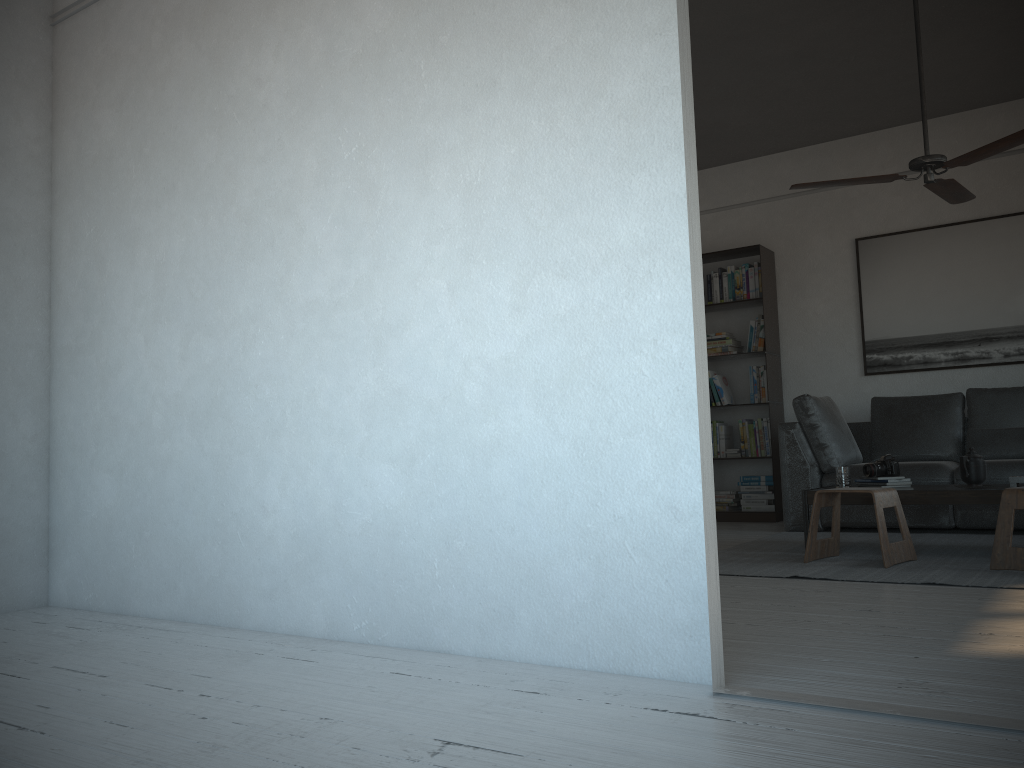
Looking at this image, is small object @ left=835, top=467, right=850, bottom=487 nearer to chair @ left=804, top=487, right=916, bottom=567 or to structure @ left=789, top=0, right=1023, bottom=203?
chair @ left=804, top=487, right=916, bottom=567

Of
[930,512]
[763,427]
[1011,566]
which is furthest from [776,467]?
[1011,566]

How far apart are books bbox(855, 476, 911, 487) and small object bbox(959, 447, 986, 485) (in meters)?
0.29

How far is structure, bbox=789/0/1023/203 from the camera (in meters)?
4.02

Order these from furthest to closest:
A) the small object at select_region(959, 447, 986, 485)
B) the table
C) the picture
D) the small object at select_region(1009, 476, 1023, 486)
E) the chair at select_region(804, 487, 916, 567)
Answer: the picture, the small object at select_region(959, 447, 986, 485), the small object at select_region(1009, 476, 1023, 486), the table, the chair at select_region(804, 487, 916, 567)

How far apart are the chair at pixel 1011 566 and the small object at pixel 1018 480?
0.6m

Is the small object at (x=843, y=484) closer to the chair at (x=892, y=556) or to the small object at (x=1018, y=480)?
the chair at (x=892, y=556)

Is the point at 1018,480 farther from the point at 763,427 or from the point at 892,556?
the point at 763,427

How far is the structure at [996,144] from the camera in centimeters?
402cm

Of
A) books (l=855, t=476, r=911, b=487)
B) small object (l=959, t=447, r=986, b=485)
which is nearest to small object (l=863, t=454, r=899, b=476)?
books (l=855, t=476, r=911, b=487)
